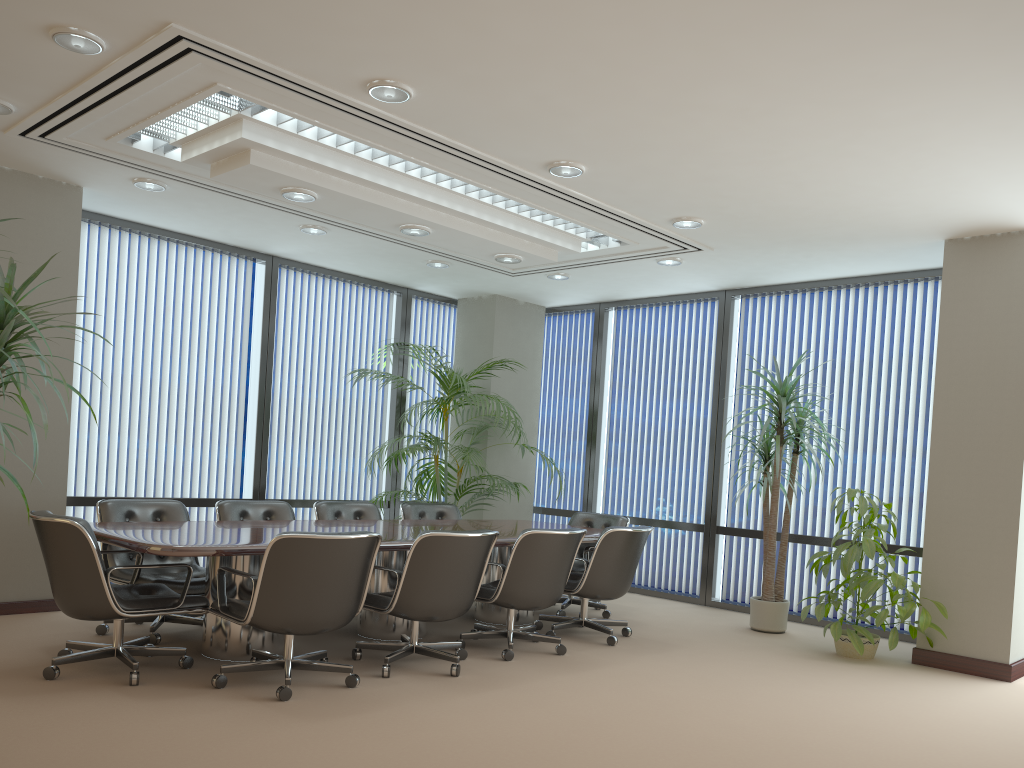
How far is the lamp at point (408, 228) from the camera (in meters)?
6.23

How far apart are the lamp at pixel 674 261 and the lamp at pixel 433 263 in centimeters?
200cm

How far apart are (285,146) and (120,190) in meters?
2.1

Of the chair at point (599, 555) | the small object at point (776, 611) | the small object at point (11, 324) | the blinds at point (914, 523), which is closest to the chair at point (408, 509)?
the chair at point (599, 555)

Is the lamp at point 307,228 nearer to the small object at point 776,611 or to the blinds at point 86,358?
the blinds at point 86,358

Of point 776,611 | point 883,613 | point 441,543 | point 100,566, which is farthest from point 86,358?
point 883,613

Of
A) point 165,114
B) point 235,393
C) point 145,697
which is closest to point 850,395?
point 235,393

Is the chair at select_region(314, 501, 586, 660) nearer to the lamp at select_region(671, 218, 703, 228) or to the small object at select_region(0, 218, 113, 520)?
the lamp at select_region(671, 218, 703, 228)

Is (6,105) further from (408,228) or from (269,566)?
(269,566)

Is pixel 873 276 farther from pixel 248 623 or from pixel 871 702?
pixel 248 623
